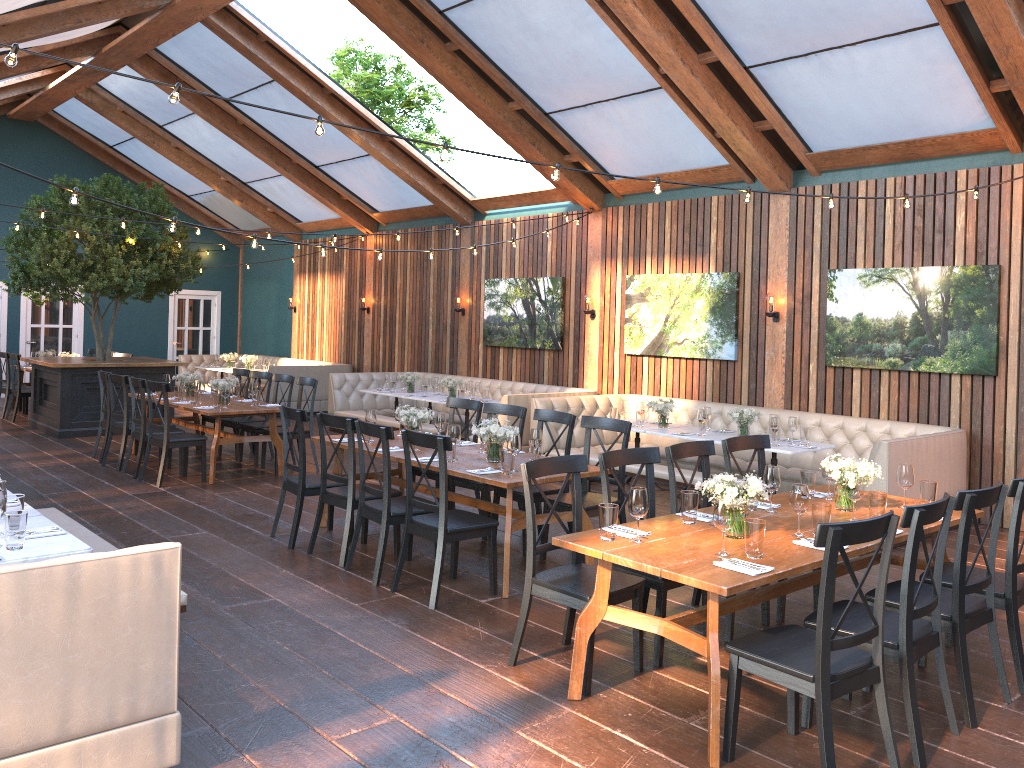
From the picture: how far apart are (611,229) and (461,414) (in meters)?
3.72

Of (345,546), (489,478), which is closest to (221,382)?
(345,546)

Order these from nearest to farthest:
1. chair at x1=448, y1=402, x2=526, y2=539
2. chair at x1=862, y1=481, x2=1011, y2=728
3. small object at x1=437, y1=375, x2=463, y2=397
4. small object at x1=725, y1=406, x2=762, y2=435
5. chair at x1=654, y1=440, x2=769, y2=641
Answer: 1. chair at x1=862, y1=481, x2=1011, y2=728
2. chair at x1=654, y1=440, x2=769, y2=641
3. chair at x1=448, y1=402, x2=526, y2=539
4. small object at x1=725, y1=406, x2=762, y2=435
5. small object at x1=437, y1=375, x2=463, y2=397

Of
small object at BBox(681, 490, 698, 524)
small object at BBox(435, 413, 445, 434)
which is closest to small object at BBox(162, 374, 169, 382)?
small object at BBox(435, 413, 445, 434)

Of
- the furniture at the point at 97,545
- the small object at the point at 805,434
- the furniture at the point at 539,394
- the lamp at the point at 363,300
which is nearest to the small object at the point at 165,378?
the furniture at the point at 539,394

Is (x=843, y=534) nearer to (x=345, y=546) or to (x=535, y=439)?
(x=535, y=439)

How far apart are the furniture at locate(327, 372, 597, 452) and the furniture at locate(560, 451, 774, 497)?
1.77m

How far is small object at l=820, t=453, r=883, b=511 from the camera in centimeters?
474cm

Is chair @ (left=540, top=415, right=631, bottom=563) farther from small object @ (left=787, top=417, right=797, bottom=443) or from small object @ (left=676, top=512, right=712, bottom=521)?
small object @ (left=787, top=417, right=797, bottom=443)

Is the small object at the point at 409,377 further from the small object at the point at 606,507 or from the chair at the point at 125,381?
the small object at the point at 606,507
